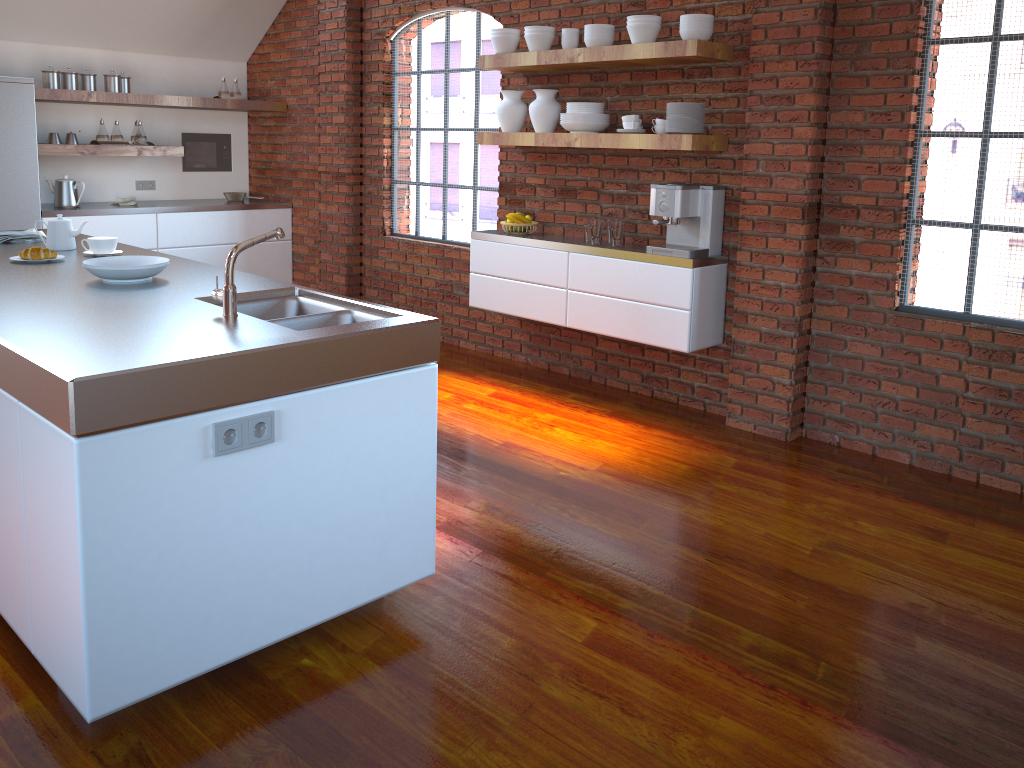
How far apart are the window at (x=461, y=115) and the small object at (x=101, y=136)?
2.14m

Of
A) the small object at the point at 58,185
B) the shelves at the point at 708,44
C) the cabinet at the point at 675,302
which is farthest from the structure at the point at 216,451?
the small object at the point at 58,185

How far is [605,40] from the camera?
4.6m

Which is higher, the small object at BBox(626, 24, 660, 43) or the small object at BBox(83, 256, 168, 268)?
the small object at BBox(626, 24, 660, 43)

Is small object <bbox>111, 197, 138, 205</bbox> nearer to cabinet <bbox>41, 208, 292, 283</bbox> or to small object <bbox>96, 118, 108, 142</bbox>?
cabinet <bbox>41, 208, 292, 283</bbox>

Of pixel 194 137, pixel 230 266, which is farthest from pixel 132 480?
pixel 194 137

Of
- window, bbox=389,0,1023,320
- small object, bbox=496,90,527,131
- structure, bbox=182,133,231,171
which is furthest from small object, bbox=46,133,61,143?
small object, bbox=496,90,527,131

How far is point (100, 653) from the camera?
2.03m

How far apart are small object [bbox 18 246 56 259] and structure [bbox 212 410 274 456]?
1.85m

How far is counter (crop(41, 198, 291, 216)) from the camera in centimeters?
624cm
